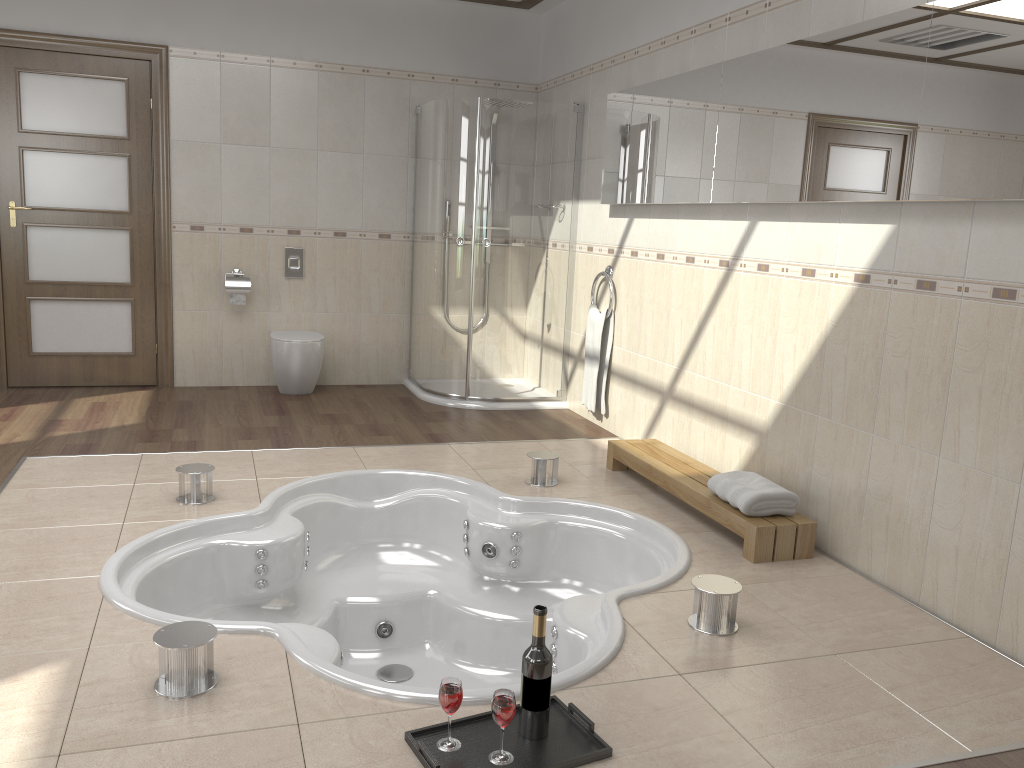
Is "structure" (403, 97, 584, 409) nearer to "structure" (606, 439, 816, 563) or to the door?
"structure" (606, 439, 816, 563)

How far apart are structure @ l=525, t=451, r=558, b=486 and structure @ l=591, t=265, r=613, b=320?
1.4 meters

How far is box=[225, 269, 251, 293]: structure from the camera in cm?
569

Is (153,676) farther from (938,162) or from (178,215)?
(178,215)

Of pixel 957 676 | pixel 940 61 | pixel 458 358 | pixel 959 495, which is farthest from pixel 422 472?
pixel 940 61

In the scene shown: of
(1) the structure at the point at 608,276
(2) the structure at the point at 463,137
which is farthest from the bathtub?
(1) the structure at the point at 608,276

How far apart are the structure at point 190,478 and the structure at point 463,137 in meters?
2.2 m

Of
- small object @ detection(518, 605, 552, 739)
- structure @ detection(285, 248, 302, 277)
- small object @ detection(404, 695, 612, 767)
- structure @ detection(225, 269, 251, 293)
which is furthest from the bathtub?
structure @ detection(285, 248, 302, 277)

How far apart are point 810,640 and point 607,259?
3.0 meters

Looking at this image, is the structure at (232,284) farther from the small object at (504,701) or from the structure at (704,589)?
the small object at (504,701)
